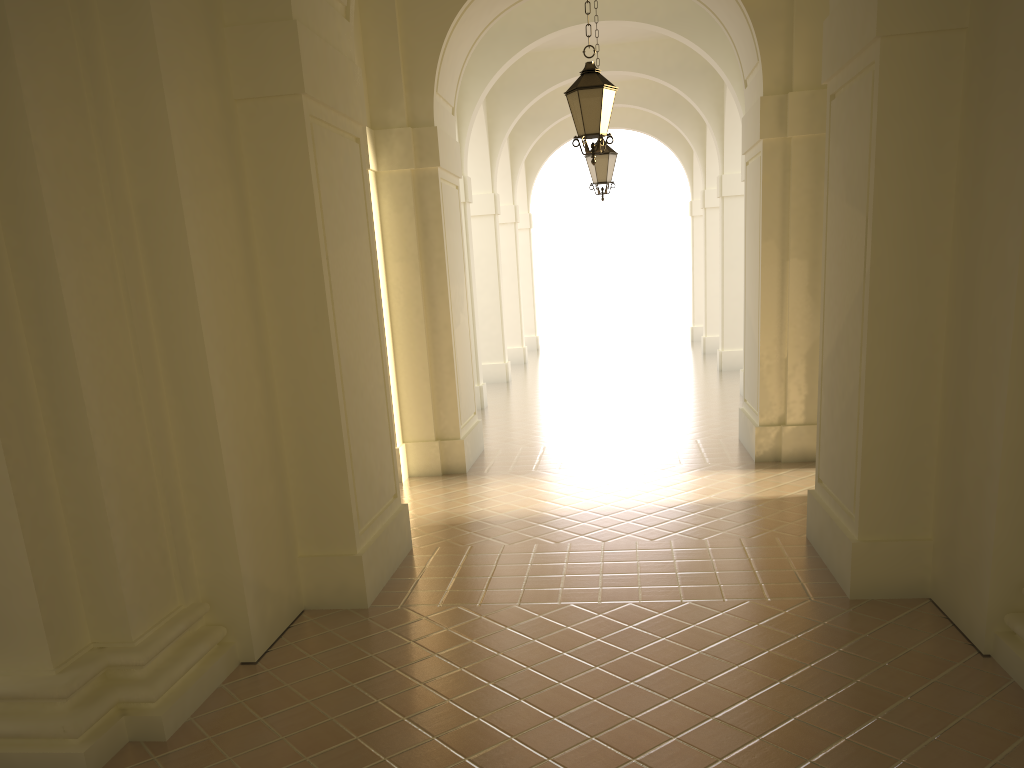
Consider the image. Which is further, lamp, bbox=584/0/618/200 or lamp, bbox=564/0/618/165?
lamp, bbox=584/0/618/200

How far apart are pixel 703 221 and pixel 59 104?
19.8m

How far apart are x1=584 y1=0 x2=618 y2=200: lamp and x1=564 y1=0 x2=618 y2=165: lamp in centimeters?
487cm

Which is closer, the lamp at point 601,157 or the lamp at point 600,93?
the lamp at point 600,93

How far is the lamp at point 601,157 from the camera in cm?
1344

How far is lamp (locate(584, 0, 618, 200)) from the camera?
13.4 meters

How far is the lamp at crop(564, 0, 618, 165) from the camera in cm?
845

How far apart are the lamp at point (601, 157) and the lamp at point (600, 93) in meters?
4.9 m
